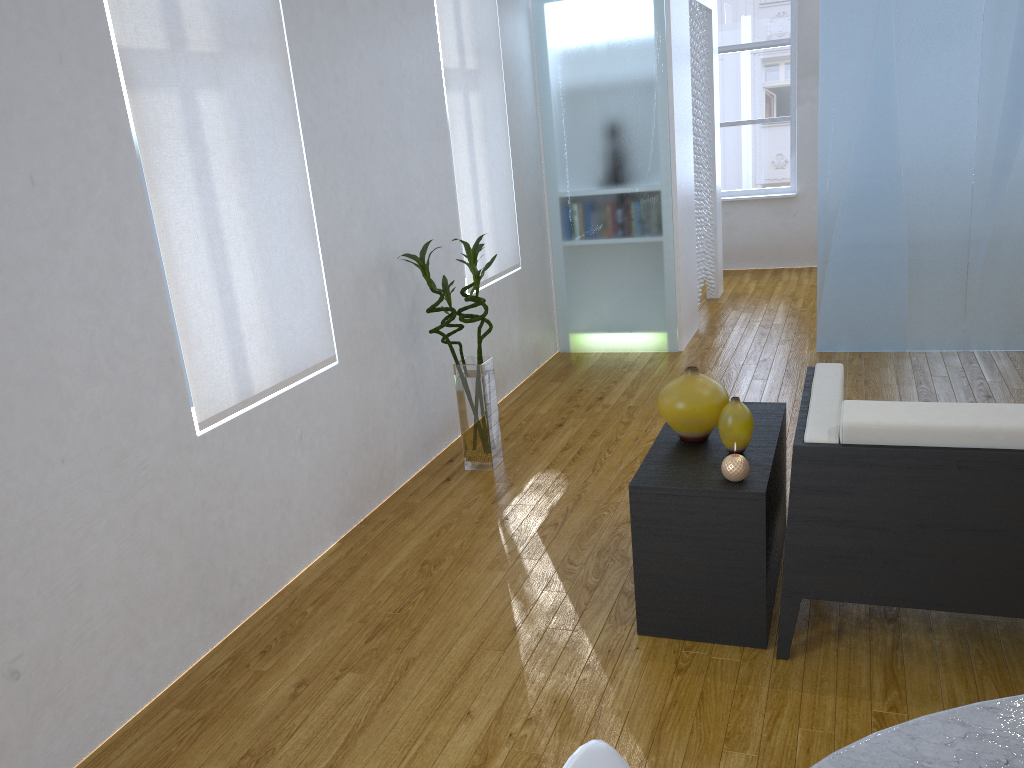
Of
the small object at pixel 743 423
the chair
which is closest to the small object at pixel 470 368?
the small object at pixel 743 423

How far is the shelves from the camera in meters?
2.3

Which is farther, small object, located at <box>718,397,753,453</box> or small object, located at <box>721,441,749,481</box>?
small object, located at <box>718,397,753,453</box>

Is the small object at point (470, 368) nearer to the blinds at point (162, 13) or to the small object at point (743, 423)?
the blinds at point (162, 13)

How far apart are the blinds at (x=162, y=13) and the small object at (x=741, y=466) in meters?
1.4 m

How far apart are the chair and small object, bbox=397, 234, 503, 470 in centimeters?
252cm

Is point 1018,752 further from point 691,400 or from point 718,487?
point 691,400

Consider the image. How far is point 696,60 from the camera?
5.8m

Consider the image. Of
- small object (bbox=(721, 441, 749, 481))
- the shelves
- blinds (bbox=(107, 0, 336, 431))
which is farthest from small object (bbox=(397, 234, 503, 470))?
small object (bbox=(721, 441, 749, 481))

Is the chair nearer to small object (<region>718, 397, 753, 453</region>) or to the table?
the table
